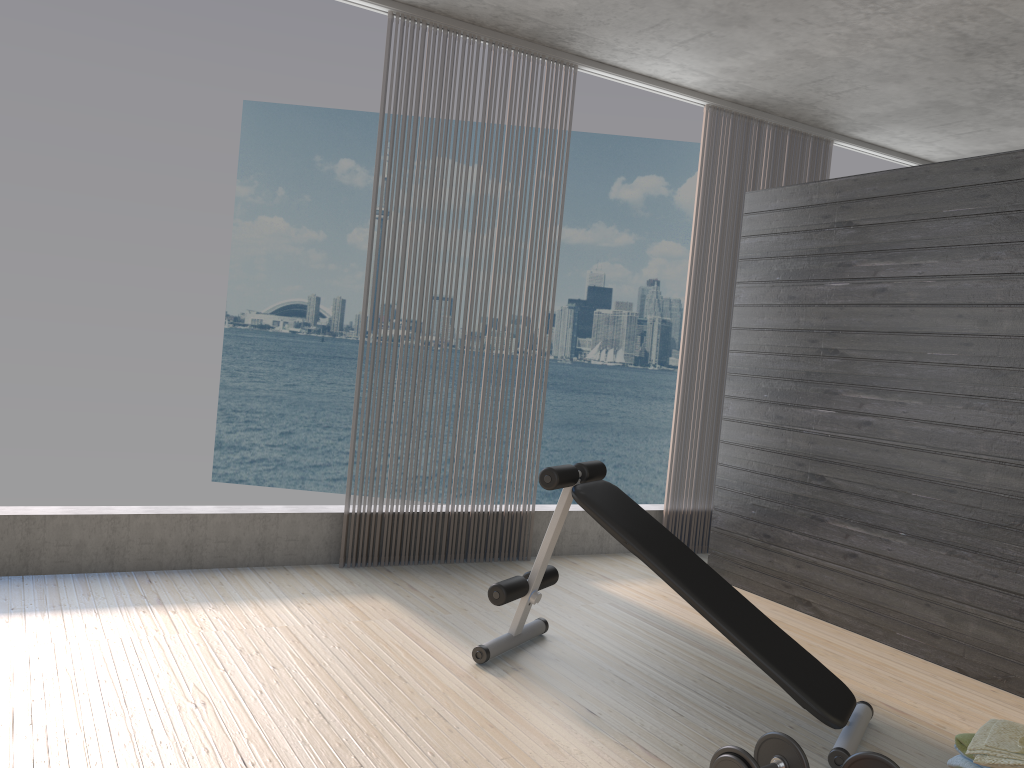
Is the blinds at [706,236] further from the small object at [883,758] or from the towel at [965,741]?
the small object at [883,758]

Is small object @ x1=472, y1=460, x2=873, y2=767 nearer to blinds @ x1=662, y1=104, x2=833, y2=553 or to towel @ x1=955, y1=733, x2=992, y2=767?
towel @ x1=955, y1=733, x2=992, y2=767

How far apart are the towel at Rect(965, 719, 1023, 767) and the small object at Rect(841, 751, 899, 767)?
0.36m

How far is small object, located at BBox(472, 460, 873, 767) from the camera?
2.8m

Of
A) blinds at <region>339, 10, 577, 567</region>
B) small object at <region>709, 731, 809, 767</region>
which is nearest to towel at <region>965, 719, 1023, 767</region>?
small object at <region>709, 731, 809, 767</region>

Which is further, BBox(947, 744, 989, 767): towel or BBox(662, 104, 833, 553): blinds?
BBox(662, 104, 833, 553): blinds

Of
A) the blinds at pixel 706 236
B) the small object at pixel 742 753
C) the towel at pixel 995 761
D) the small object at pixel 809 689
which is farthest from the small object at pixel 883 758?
the blinds at pixel 706 236

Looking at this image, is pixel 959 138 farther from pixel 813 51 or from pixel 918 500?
pixel 918 500

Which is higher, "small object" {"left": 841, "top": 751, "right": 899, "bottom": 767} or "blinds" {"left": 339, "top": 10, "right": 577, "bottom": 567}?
"small object" {"left": 841, "top": 751, "right": 899, "bottom": 767}

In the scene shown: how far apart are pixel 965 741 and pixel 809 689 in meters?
0.4
